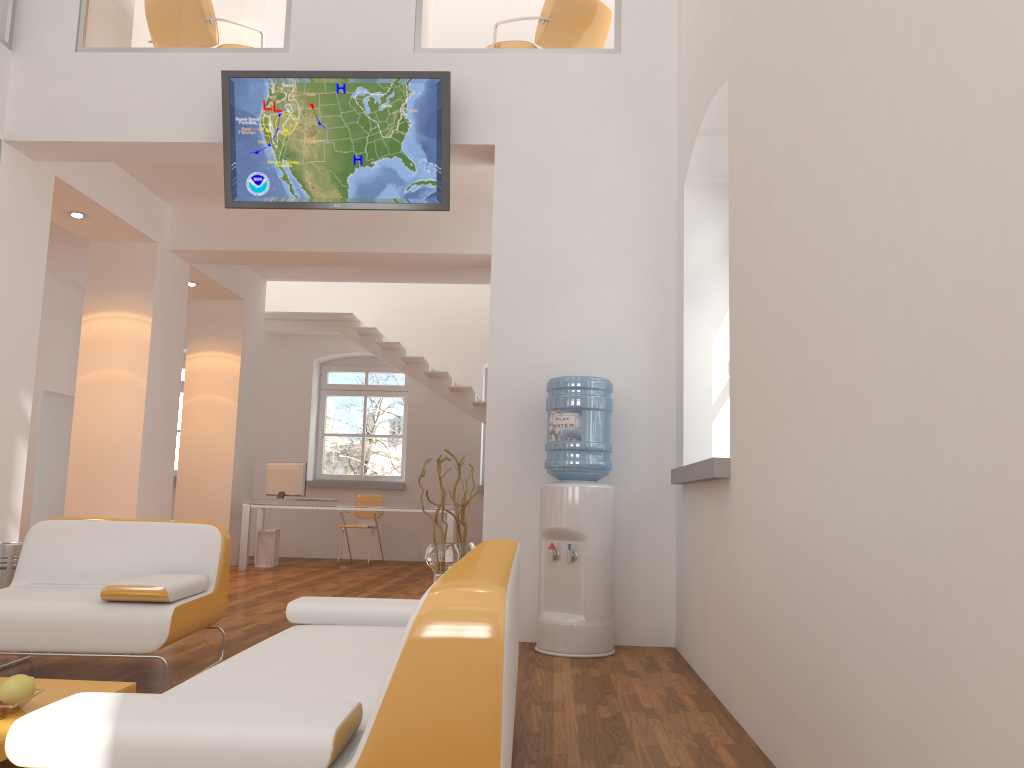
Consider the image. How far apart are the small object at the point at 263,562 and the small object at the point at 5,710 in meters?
7.5 m

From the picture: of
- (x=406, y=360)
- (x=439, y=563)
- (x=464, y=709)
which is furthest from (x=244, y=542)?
(x=464, y=709)

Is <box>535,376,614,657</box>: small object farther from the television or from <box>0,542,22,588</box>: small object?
<box>0,542,22,588</box>: small object

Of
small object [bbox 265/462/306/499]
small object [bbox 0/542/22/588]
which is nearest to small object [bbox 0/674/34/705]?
small object [bbox 0/542/22/588]

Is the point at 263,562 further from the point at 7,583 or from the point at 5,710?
the point at 5,710

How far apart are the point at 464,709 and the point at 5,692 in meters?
1.8

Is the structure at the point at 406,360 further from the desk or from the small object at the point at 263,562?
the small object at the point at 263,562

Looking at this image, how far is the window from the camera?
12.1 meters

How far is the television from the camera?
5.3 meters

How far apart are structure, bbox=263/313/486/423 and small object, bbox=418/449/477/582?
5.2m
